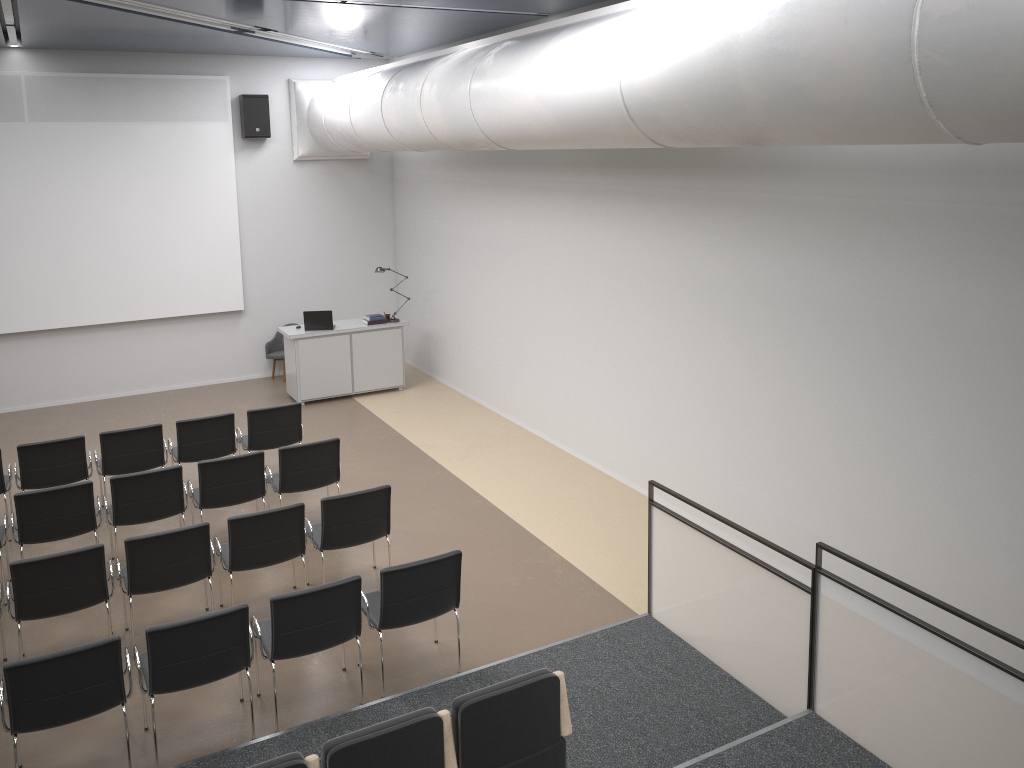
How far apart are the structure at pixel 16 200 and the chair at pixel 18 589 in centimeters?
717cm

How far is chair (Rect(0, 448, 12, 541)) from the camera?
8.0m

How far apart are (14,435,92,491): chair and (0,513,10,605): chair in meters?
0.9

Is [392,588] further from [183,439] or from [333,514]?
[183,439]

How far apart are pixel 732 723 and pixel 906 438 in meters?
2.3 m

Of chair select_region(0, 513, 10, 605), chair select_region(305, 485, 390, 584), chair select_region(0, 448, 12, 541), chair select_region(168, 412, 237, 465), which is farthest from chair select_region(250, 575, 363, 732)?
chair select_region(0, 448, 12, 541)

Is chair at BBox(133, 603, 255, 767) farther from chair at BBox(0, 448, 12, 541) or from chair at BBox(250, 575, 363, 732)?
chair at BBox(0, 448, 12, 541)

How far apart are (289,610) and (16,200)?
8.8m

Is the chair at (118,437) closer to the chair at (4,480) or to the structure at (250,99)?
the chair at (4,480)

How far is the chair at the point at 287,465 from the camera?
7.86m
